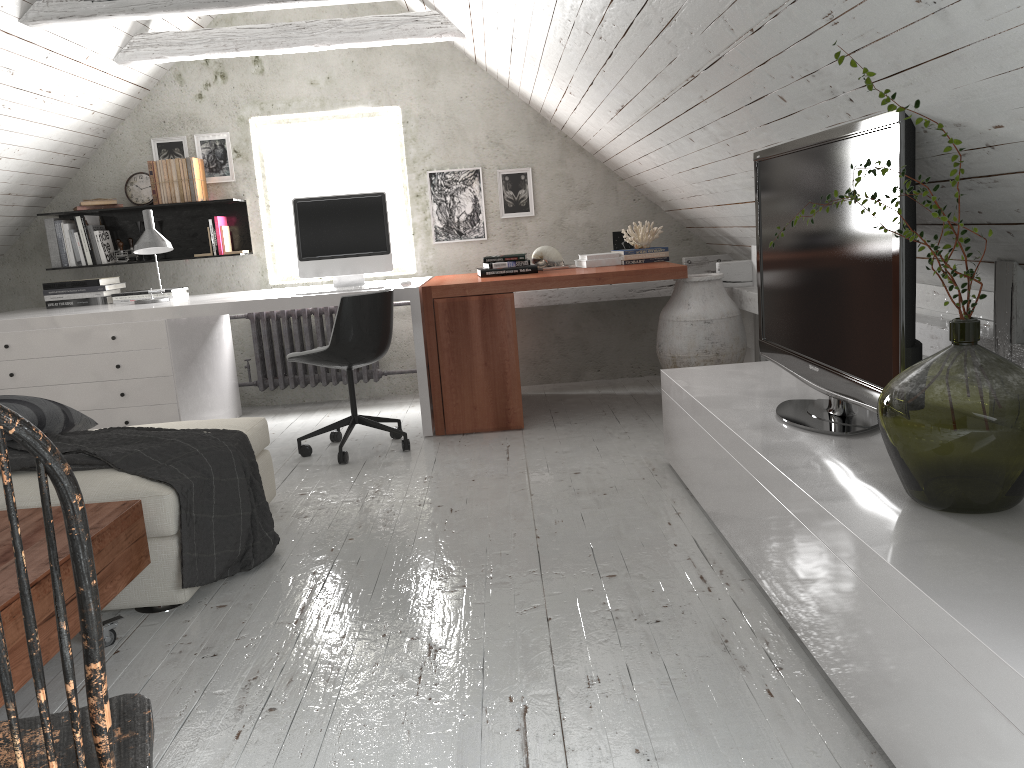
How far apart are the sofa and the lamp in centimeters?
151cm

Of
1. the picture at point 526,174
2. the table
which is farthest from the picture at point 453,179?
the table

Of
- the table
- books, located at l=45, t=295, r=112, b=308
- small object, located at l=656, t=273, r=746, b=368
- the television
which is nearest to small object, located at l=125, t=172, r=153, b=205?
books, located at l=45, t=295, r=112, b=308

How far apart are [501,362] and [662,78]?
1.8 meters

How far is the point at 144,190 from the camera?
5.3m

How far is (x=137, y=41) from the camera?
4.64m

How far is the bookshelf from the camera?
5.4 meters

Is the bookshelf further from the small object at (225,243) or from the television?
the television

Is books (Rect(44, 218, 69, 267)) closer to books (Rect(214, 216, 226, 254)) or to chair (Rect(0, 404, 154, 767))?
books (Rect(214, 216, 226, 254))

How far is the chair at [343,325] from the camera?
3.94m
